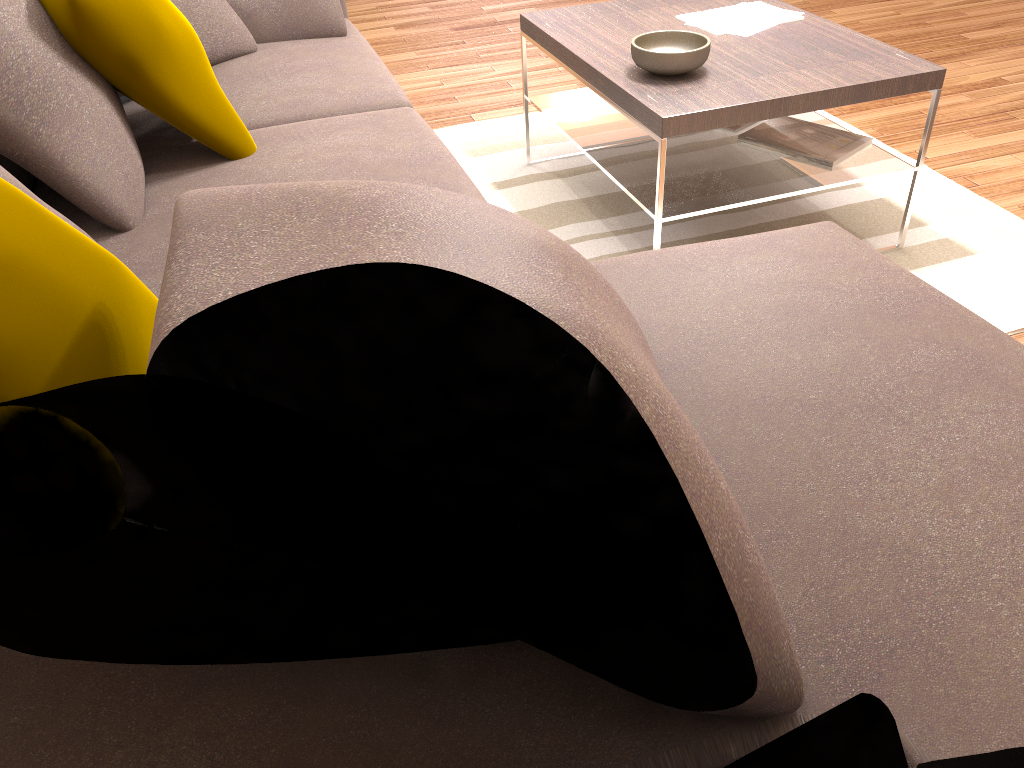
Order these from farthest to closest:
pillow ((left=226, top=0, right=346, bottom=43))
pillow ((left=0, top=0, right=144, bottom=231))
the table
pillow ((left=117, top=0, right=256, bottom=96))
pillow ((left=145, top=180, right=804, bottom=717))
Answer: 1. pillow ((left=226, top=0, right=346, bottom=43))
2. pillow ((left=117, top=0, right=256, bottom=96))
3. the table
4. pillow ((left=0, top=0, right=144, bottom=231))
5. pillow ((left=145, top=180, right=804, bottom=717))

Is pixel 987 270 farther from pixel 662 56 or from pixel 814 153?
pixel 662 56

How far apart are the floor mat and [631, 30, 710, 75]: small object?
0.6 meters

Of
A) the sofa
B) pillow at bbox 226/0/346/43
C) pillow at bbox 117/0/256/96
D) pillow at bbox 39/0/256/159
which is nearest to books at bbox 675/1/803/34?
the sofa

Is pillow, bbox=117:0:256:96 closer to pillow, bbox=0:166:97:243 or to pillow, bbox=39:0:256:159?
pillow, bbox=39:0:256:159

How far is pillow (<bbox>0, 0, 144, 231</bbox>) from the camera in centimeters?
171cm

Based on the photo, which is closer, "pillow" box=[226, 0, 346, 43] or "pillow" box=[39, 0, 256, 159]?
"pillow" box=[39, 0, 256, 159]

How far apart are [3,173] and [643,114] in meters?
1.5

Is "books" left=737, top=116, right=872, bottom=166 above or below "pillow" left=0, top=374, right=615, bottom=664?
below

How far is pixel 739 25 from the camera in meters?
2.8 m
